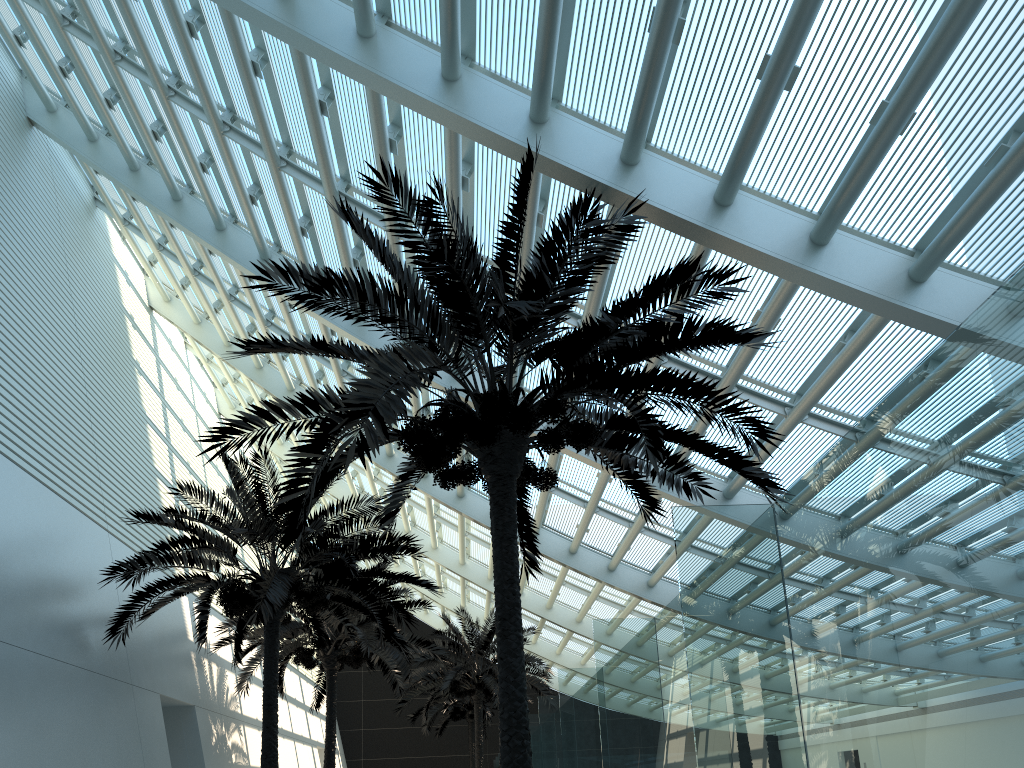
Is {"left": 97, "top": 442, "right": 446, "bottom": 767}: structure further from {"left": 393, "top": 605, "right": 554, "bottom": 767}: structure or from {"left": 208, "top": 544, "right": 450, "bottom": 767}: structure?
{"left": 393, "top": 605, "right": 554, "bottom": 767}: structure

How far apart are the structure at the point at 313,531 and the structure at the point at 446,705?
16.94m

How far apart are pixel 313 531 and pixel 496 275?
6.1 meters

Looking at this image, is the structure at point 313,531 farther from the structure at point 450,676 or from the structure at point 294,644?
the structure at point 450,676

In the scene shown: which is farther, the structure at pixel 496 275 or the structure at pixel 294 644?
the structure at pixel 294 644

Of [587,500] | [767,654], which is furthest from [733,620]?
[587,500]

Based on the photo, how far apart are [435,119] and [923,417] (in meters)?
7.09

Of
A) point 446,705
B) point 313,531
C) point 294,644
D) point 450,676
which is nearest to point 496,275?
point 313,531

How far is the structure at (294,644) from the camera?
16.7 meters

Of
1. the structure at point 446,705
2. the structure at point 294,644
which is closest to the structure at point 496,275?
the structure at point 294,644
